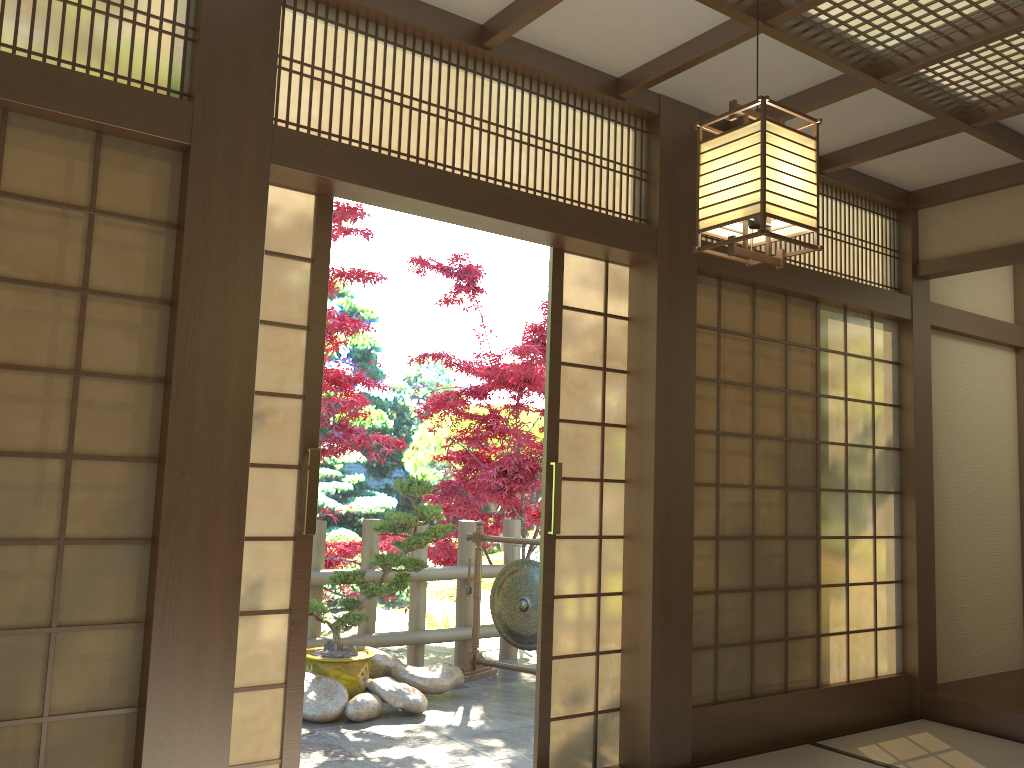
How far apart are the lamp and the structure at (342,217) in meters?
3.0 m

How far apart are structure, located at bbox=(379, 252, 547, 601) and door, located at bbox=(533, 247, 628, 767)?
2.9 meters

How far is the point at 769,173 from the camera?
2.2m

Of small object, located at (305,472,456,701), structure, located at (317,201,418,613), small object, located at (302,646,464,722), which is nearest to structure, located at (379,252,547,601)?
structure, located at (317,201,418,613)

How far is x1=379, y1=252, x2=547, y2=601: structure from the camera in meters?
7.5 m

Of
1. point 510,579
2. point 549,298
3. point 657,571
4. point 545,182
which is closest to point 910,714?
point 657,571

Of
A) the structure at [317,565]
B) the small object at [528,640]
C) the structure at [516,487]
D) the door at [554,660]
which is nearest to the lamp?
the door at [554,660]

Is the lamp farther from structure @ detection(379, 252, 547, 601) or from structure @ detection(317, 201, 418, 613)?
structure @ detection(379, 252, 547, 601)

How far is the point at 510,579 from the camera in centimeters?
590cm

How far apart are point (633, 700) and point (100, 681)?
2.18m
